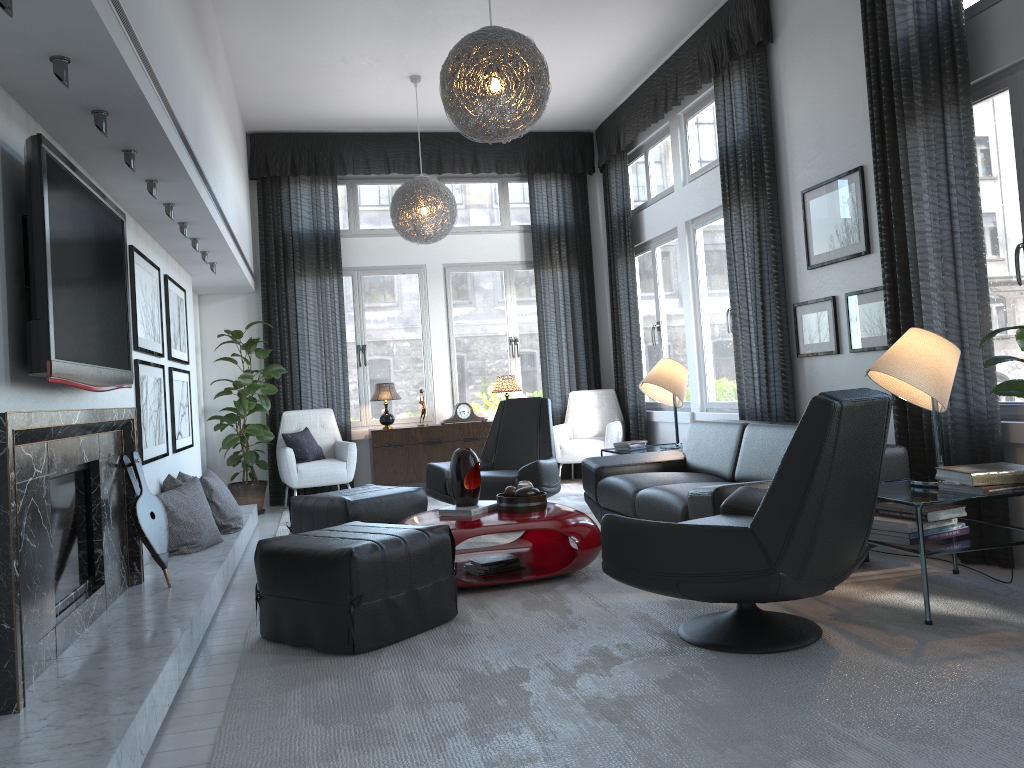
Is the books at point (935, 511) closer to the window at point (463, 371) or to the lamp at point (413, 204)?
the lamp at point (413, 204)

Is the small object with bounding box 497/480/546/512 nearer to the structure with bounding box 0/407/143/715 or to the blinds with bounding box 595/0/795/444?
the structure with bounding box 0/407/143/715

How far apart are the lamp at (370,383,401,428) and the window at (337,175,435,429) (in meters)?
0.40

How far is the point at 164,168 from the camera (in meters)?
3.61

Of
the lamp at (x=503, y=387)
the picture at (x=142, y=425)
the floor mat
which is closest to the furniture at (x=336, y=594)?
the floor mat

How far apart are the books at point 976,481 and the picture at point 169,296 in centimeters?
423cm

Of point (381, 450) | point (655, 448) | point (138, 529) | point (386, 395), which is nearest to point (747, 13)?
point (655, 448)

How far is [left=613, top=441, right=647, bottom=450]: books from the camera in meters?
6.1

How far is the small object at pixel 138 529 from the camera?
3.70m

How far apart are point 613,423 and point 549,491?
2.4 meters
